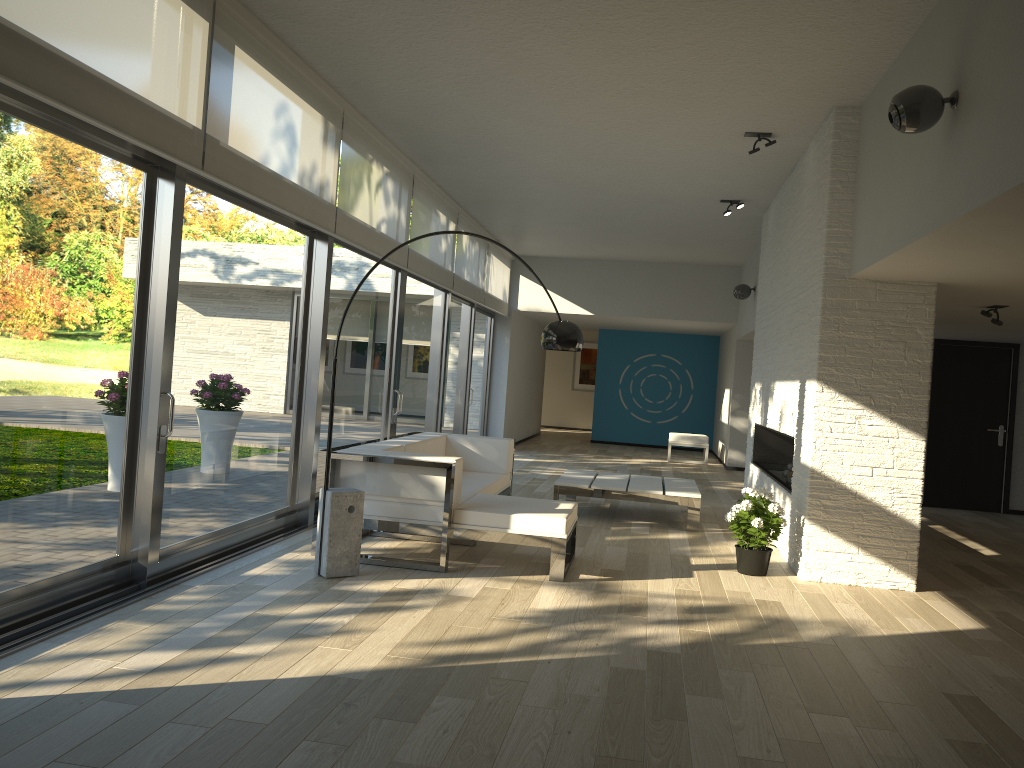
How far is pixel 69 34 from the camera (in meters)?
3.39

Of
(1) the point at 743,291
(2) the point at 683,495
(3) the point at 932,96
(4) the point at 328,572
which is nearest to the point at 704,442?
(1) the point at 743,291

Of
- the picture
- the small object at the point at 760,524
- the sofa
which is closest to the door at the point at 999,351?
the small object at the point at 760,524

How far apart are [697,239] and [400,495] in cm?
698

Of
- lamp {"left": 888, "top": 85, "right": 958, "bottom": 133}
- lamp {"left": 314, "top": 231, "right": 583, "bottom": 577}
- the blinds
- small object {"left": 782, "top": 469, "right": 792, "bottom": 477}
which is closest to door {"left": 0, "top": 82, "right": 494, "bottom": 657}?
the blinds

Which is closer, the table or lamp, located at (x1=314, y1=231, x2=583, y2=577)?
lamp, located at (x1=314, y1=231, x2=583, y2=577)

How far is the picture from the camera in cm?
2088

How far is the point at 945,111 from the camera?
3.9m

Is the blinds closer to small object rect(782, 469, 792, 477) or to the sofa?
the sofa

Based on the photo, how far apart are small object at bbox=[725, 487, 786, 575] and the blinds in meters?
3.3
